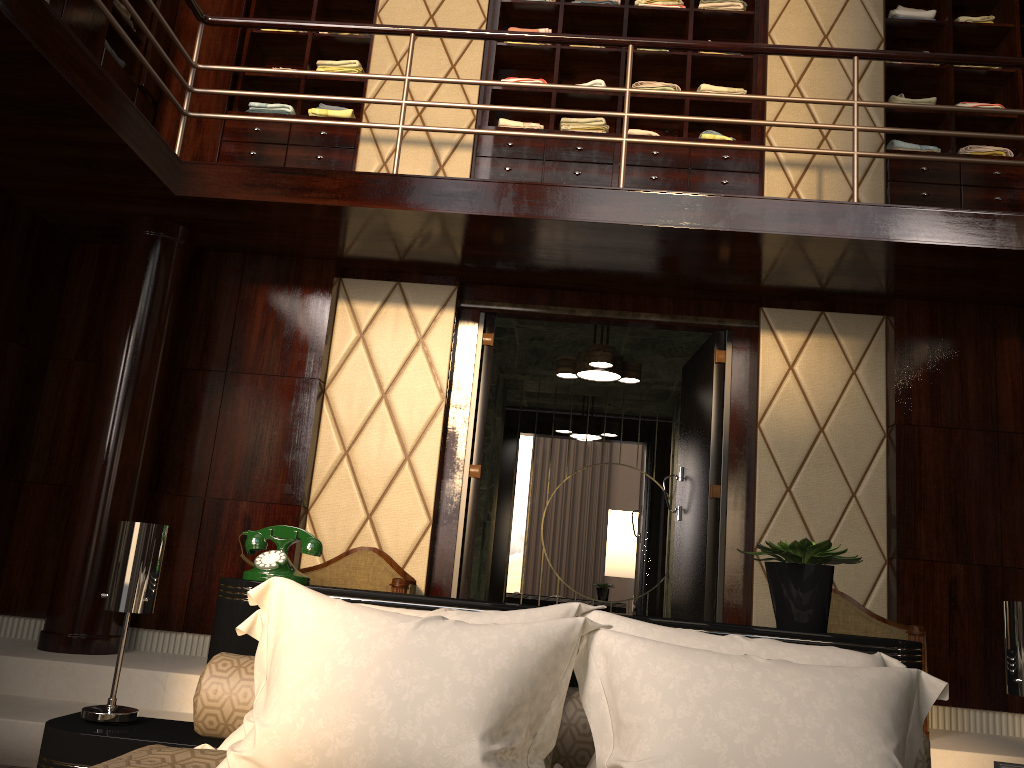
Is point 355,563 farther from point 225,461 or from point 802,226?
point 802,226

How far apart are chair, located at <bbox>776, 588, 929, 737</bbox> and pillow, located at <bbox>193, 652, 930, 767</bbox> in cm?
204

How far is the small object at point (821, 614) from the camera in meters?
1.9 m

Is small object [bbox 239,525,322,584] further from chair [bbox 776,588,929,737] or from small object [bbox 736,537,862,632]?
chair [bbox 776,588,929,737]

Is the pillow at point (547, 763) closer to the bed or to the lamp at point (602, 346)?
the bed

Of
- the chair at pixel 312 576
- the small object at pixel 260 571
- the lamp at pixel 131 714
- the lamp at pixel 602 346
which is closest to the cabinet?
the lamp at pixel 602 346

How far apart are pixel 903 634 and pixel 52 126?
3.9 meters

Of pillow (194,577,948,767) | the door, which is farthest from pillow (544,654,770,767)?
the door

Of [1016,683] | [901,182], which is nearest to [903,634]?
[1016,683]

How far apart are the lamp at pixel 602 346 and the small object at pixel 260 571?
3.05m
